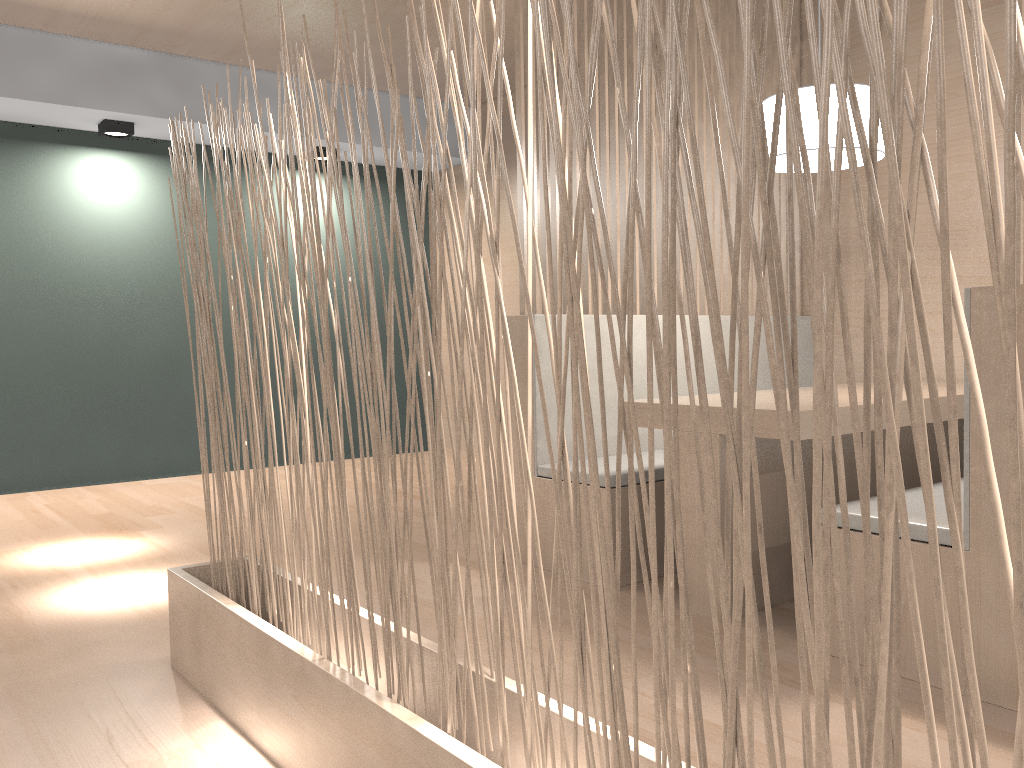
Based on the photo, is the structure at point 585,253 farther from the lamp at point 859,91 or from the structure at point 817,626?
the structure at point 817,626

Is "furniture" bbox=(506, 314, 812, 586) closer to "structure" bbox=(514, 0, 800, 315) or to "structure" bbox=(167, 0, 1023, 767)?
"structure" bbox=(514, 0, 800, 315)

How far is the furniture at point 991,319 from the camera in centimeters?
122cm

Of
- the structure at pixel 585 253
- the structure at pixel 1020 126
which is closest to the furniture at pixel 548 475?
the structure at pixel 585 253

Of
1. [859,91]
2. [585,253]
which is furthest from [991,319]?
[585,253]

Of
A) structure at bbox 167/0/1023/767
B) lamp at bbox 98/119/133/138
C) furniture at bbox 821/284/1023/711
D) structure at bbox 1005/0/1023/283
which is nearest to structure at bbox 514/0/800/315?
structure at bbox 167/0/1023/767

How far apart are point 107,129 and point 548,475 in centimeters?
228cm

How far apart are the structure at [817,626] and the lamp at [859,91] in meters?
1.0

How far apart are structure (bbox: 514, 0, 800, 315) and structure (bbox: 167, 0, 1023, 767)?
0.76m

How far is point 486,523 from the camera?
0.8m
